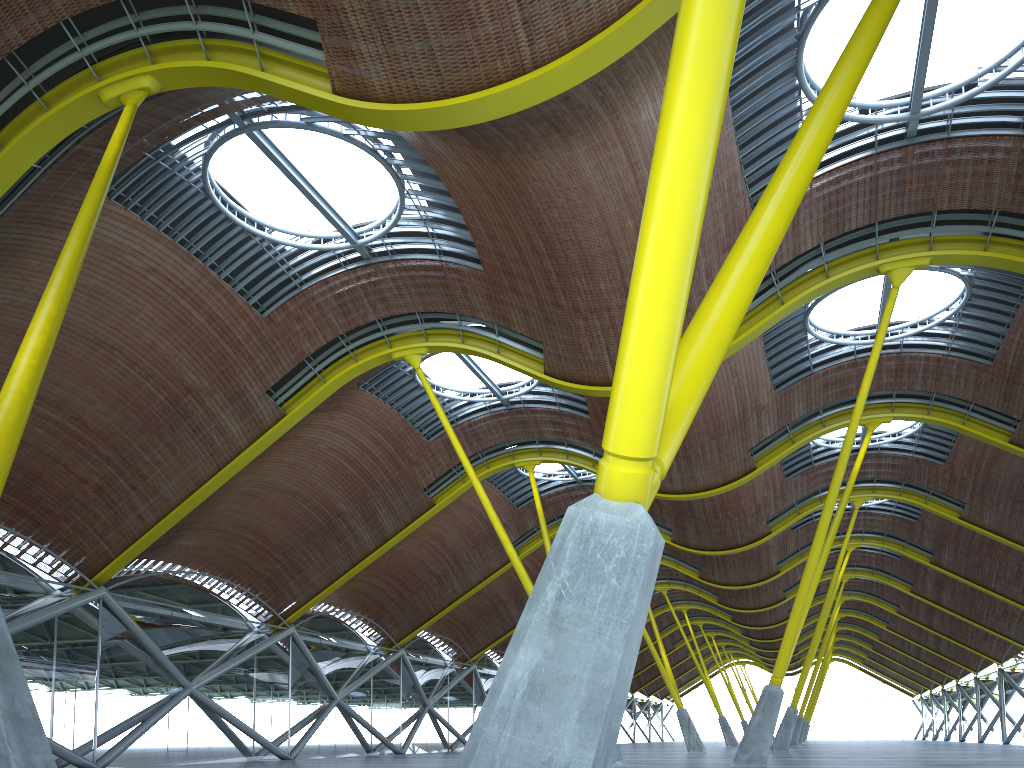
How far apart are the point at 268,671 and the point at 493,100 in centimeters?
3002cm
